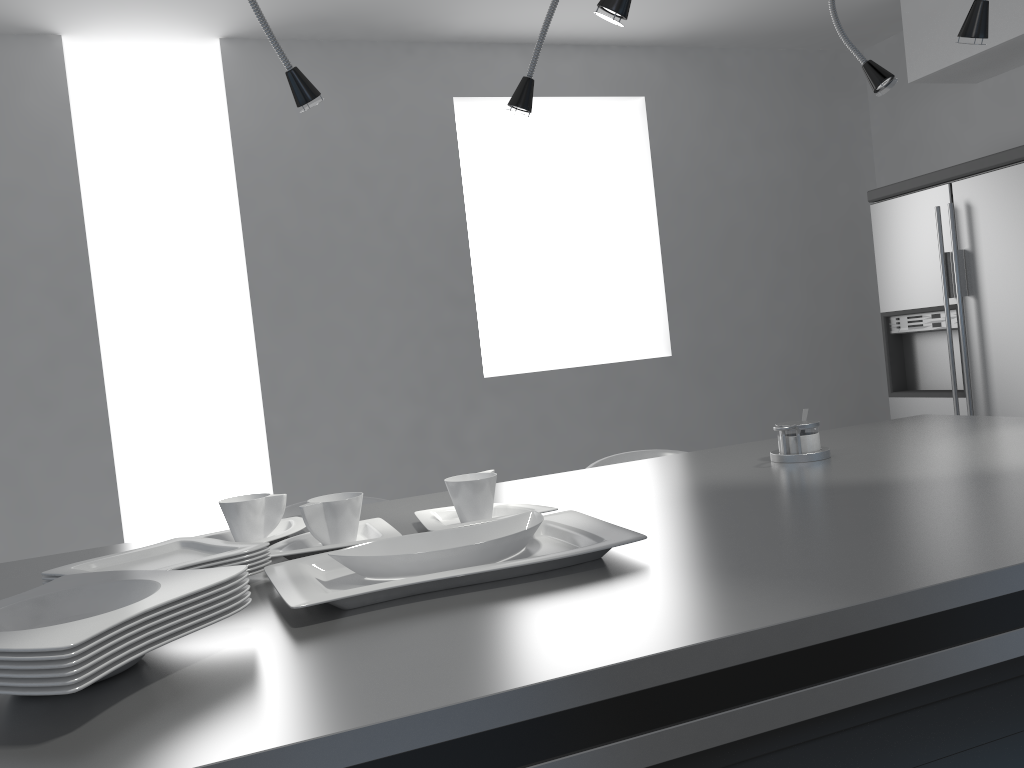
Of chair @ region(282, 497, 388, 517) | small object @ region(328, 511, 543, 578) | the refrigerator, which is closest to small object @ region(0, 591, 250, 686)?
small object @ region(328, 511, 543, 578)

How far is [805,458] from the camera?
1.8 meters

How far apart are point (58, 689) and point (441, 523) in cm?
76

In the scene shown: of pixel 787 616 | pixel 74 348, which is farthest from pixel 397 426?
pixel 787 616

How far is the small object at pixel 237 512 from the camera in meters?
1.5 m

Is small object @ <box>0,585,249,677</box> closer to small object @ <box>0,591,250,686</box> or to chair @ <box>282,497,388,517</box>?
small object @ <box>0,591,250,686</box>

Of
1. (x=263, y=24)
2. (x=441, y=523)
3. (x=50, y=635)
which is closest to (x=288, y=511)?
(x=441, y=523)

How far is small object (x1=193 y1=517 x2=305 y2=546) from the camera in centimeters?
152cm

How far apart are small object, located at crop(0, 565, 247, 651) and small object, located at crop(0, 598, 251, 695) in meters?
0.0

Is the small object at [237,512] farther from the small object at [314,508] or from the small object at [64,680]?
the small object at [64,680]
